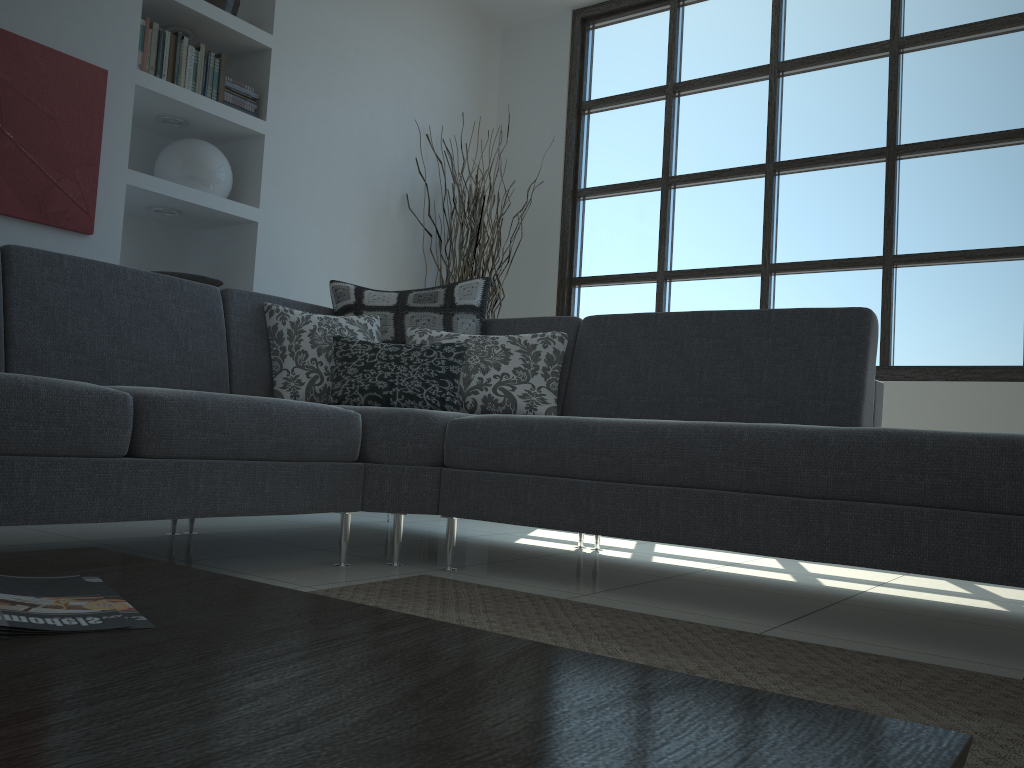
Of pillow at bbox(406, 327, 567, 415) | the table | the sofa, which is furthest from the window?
the table

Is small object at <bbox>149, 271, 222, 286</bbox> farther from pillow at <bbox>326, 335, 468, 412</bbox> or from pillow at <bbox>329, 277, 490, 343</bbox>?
pillow at <bbox>326, 335, 468, 412</bbox>

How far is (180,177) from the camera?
3.9 meters

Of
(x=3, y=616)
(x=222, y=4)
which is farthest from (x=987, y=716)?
(x=222, y=4)

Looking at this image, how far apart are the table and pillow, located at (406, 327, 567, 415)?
2.0m

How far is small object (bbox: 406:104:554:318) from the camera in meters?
4.7 m

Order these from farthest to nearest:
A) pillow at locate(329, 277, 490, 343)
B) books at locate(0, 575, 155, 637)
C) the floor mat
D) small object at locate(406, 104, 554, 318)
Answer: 1. small object at locate(406, 104, 554, 318)
2. pillow at locate(329, 277, 490, 343)
3. the floor mat
4. books at locate(0, 575, 155, 637)

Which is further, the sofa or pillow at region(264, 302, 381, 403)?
pillow at region(264, 302, 381, 403)

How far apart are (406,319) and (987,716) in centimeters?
241cm

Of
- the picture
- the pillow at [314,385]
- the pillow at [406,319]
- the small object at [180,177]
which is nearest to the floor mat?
the pillow at [314,385]
